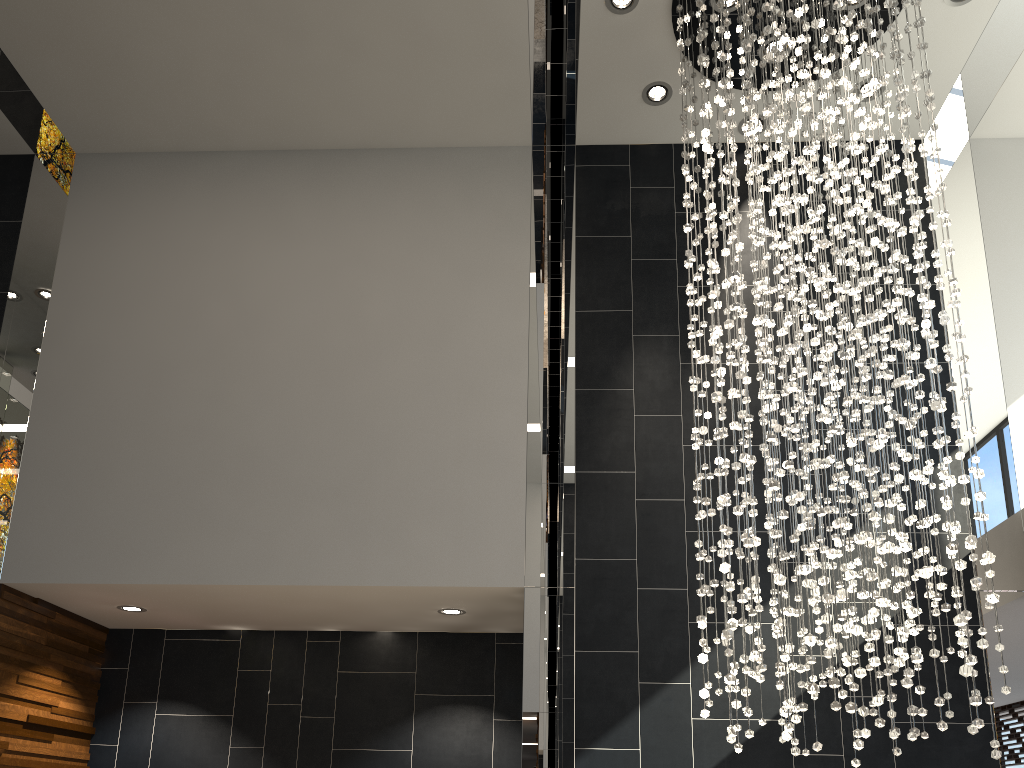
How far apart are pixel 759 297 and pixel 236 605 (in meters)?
3.73

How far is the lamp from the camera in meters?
3.5 m

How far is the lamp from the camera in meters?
3.5 m

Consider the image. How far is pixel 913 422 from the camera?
3.51m
